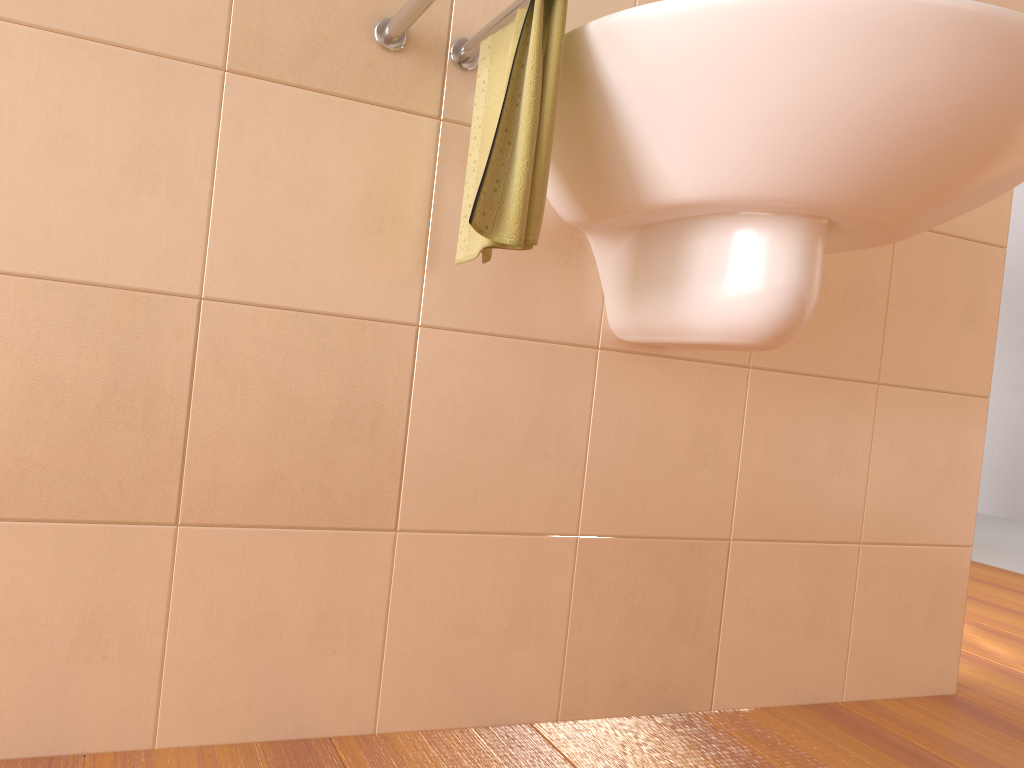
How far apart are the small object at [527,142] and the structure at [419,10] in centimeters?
1cm

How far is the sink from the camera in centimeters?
82cm

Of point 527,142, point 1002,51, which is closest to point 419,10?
point 527,142

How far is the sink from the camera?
0.82m

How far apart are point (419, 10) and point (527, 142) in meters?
0.2 m

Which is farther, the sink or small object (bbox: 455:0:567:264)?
small object (bbox: 455:0:567:264)

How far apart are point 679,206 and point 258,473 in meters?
0.6 m

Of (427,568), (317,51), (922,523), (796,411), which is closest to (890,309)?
(796,411)

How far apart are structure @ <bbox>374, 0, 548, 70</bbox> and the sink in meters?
0.1

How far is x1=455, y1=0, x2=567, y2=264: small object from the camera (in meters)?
0.92
